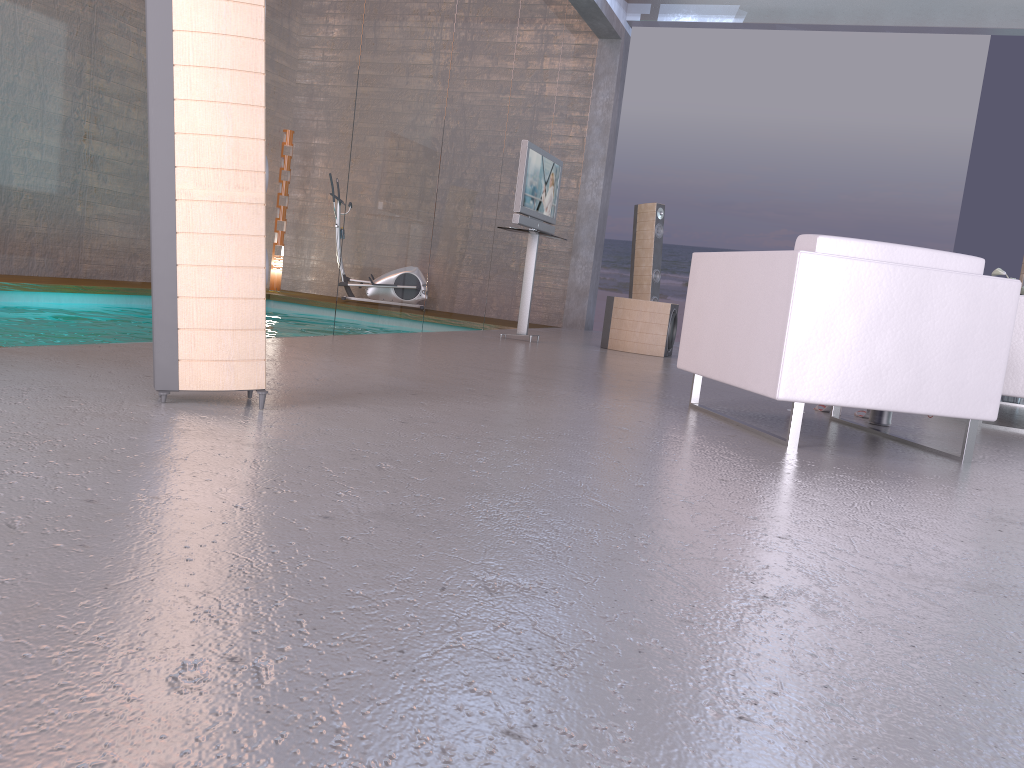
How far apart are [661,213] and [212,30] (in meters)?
7.22

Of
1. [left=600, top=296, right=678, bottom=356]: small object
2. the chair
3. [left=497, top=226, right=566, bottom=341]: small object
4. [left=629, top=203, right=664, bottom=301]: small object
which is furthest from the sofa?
[left=629, top=203, right=664, bottom=301]: small object

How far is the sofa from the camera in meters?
4.8

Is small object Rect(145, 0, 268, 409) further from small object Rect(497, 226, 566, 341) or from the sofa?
small object Rect(497, 226, 566, 341)

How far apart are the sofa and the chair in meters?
1.2

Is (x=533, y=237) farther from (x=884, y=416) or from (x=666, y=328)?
(x=884, y=416)

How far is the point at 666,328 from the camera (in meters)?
7.52

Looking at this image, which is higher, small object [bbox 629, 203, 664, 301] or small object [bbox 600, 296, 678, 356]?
small object [bbox 629, 203, 664, 301]

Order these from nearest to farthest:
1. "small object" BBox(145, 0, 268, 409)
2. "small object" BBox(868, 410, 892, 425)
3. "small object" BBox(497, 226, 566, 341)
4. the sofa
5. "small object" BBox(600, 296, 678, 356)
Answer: "small object" BBox(145, 0, 268, 409) < "small object" BBox(868, 410, 892, 425) < the sofa < "small object" BBox(497, 226, 566, 341) < "small object" BBox(600, 296, 678, 356)

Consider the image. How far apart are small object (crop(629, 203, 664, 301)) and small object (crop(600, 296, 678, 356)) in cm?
153
